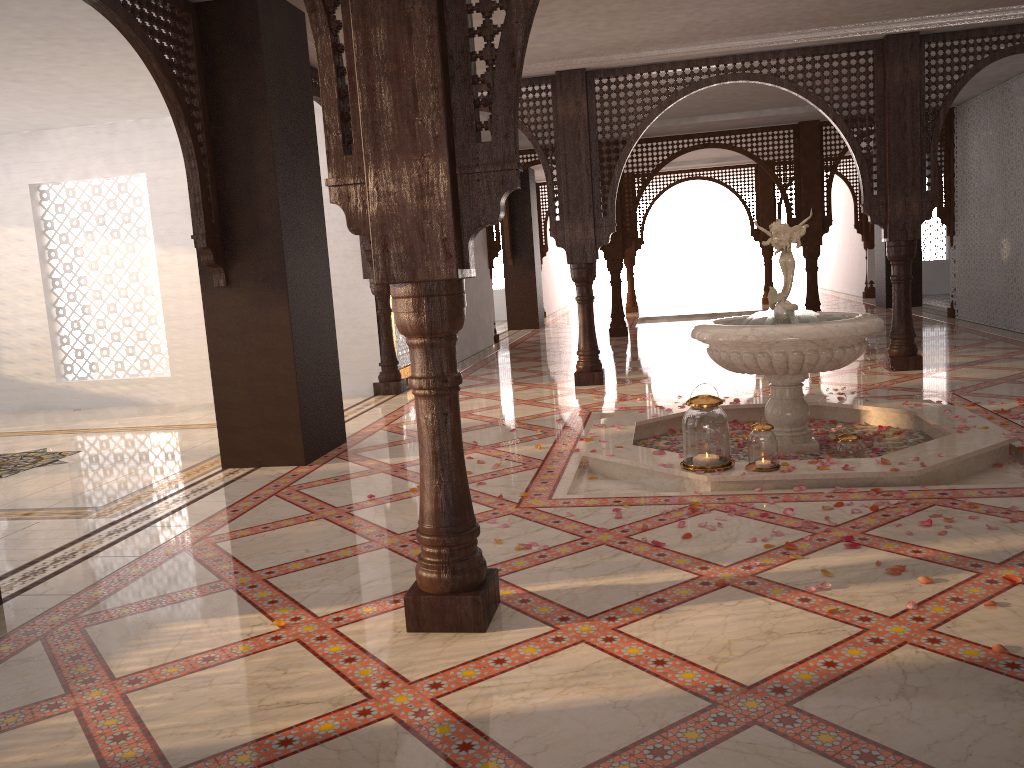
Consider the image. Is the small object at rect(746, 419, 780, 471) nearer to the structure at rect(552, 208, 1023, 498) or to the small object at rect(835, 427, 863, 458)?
the structure at rect(552, 208, 1023, 498)

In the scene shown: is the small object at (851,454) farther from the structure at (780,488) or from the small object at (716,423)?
the small object at (716,423)

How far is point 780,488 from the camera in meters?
4.3

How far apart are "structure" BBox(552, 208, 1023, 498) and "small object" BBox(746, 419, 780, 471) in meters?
0.1

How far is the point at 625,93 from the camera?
7.8m

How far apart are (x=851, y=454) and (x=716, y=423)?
0.8 meters

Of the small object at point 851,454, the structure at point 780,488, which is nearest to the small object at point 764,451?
the structure at point 780,488

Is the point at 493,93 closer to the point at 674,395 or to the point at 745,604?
the point at 745,604

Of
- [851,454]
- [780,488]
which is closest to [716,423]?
[780,488]

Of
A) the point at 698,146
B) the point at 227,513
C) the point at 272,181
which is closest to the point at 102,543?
the point at 227,513
